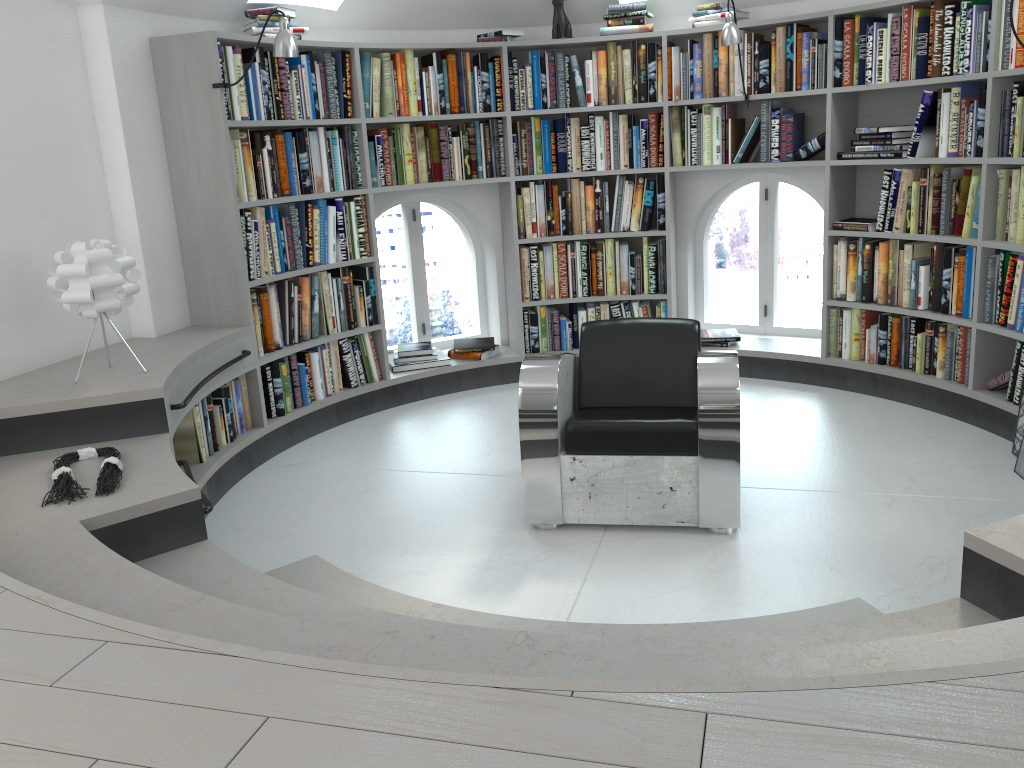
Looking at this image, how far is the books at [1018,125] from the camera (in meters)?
3.89

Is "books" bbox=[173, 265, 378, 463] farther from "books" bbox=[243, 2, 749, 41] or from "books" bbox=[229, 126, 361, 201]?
"books" bbox=[243, 2, 749, 41]

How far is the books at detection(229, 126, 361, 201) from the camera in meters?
4.3 m

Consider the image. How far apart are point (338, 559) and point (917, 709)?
2.5m

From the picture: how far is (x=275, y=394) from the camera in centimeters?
457cm

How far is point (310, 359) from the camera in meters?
4.8

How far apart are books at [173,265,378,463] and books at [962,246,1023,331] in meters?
3.1

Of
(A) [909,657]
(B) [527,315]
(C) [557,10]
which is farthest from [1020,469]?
(C) [557,10]

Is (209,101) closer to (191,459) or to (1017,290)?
(191,459)

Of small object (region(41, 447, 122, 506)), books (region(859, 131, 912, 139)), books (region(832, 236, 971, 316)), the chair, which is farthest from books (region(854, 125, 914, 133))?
small object (region(41, 447, 122, 506))
